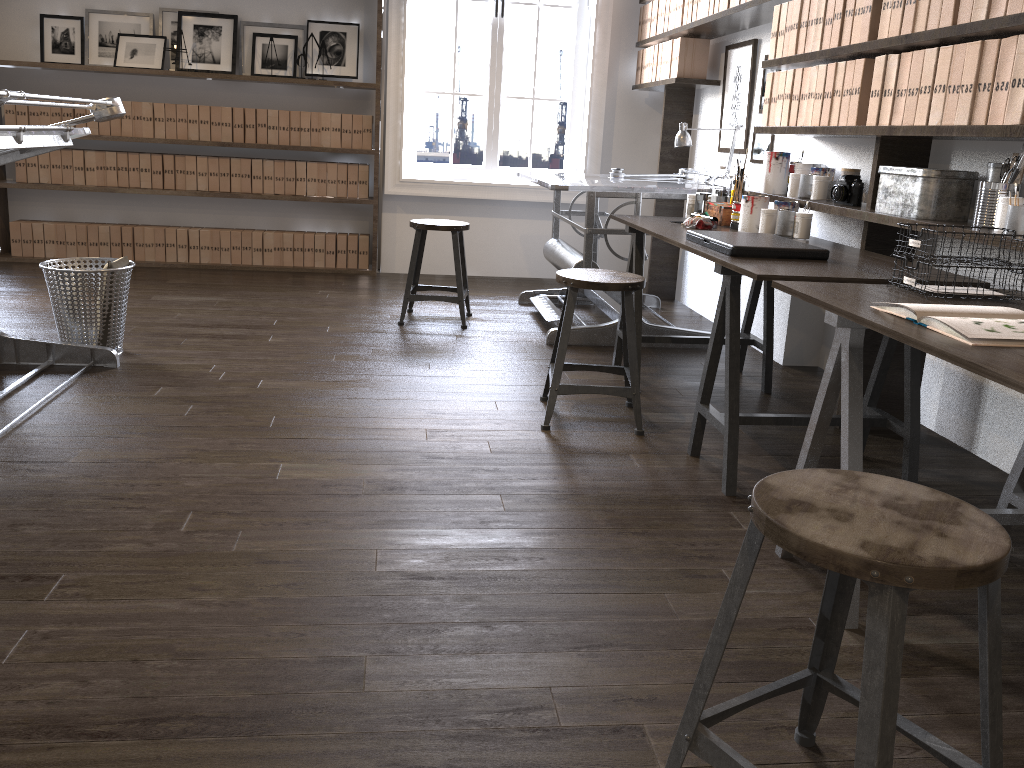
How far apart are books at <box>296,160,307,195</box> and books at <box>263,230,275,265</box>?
0.3 meters

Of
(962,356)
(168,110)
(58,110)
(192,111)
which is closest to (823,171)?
(962,356)

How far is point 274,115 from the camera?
5.7m

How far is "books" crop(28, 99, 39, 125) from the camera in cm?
554

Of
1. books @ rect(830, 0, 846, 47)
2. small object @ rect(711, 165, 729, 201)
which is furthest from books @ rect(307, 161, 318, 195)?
books @ rect(830, 0, 846, 47)

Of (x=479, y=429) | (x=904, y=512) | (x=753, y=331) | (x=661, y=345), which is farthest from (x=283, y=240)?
(x=904, y=512)

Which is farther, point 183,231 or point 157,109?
point 183,231

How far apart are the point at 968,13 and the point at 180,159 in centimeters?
476cm

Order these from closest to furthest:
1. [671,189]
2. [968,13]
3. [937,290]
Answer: [937,290], [968,13], [671,189]

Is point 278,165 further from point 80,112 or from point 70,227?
point 70,227
